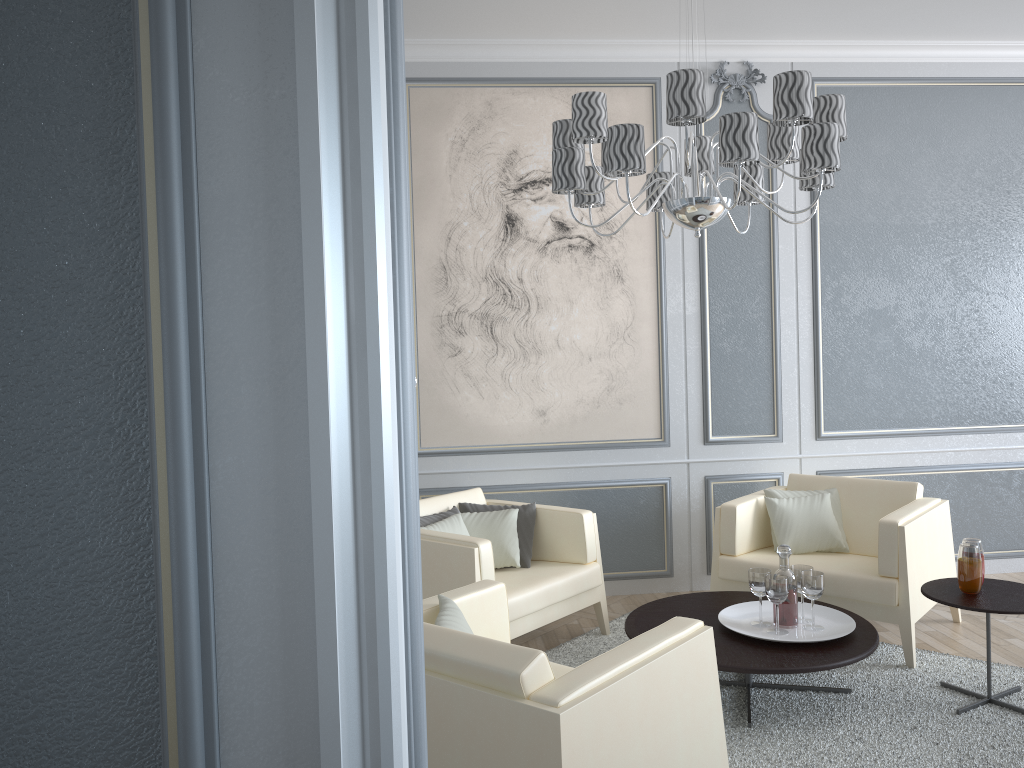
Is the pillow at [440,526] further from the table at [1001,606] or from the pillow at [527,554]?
the table at [1001,606]

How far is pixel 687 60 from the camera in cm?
440

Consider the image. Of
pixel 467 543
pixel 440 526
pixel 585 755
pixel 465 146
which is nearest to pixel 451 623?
pixel 585 755

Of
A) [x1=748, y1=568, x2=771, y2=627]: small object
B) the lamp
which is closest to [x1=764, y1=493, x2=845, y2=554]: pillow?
[x1=748, y1=568, x2=771, y2=627]: small object

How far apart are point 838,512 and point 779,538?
0.3m

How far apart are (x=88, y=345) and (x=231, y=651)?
0.3 meters

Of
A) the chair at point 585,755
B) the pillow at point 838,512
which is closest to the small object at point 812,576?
the pillow at point 838,512

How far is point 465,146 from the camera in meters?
4.3

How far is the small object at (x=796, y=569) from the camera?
3.2m

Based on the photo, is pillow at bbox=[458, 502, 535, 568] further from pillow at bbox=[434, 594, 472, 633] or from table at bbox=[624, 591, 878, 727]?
pillow at bbox=[434, 594, 472, 633]
